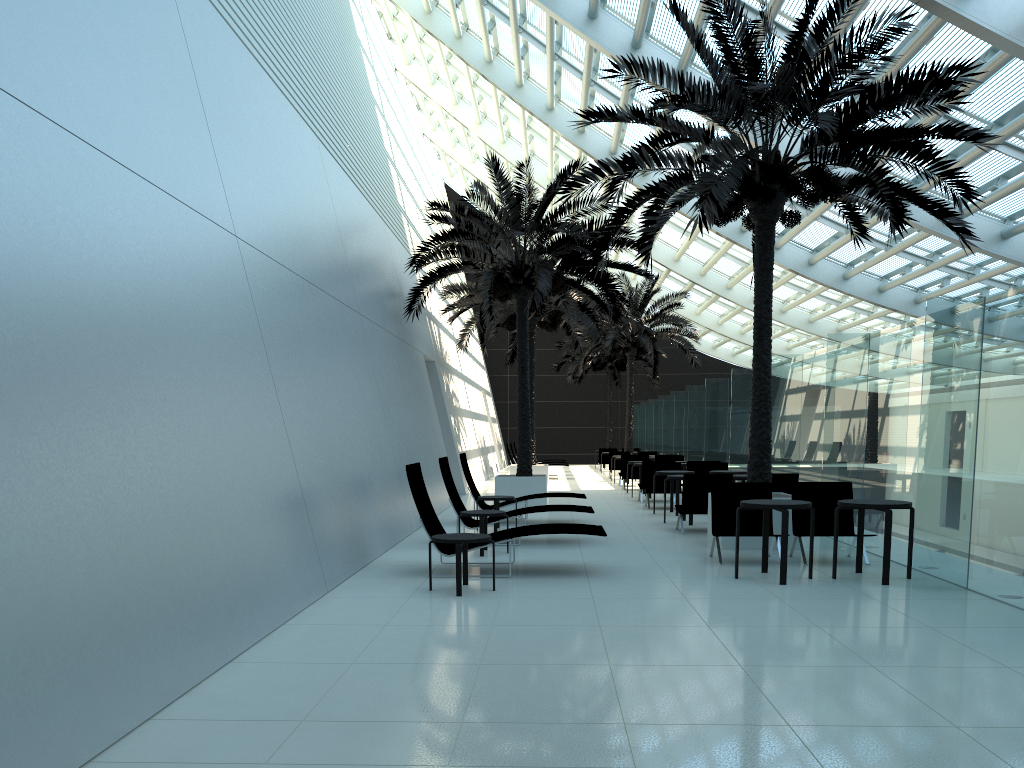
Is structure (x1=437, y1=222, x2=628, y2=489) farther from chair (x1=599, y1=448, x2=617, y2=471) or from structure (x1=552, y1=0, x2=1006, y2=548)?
chair (x1=599, y1=448, x2=617, y2=471)

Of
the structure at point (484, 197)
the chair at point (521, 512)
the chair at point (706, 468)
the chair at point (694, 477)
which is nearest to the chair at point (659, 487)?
the chair at point (706, 468)

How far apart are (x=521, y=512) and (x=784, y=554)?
4.10m

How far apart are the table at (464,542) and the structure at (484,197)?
7.7m

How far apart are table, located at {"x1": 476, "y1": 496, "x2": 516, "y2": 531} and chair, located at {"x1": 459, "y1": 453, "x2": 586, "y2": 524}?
1.1m

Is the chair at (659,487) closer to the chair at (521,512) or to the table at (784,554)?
the chair at (521,512)

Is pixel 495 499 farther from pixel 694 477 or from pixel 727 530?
pixel 727 530

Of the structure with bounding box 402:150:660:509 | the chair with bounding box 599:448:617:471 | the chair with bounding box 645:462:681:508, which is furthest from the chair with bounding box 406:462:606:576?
the chair with bounding box 599:448:617:471

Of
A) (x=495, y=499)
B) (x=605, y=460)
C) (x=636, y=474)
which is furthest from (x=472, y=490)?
(x=605, y=460)

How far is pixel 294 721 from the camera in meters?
4.3 m
